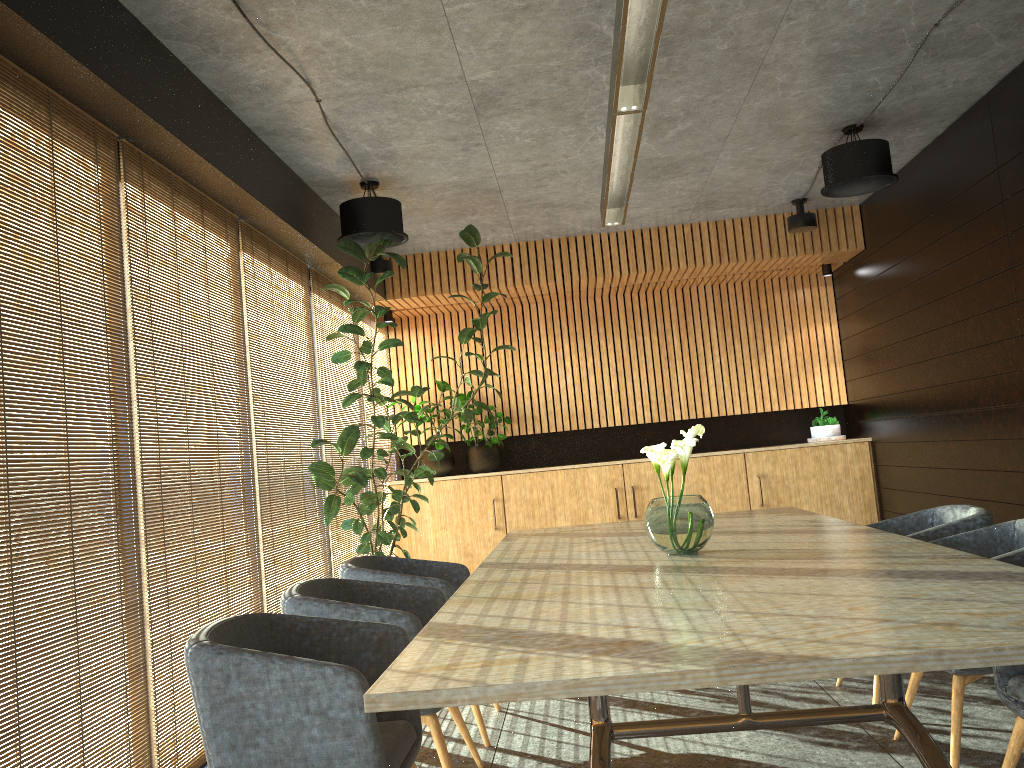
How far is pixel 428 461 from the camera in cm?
927

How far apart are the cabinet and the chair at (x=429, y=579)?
3.89m

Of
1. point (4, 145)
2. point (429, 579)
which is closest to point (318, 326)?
point (429, 579)

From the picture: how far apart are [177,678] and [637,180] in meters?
4.9 m

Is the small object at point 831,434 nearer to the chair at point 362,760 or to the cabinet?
the cabinet

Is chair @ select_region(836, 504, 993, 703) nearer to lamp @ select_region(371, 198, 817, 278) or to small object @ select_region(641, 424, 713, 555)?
small object @ select_region(641, 424, 713, 555)

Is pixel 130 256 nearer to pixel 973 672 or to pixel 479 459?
pixel 973 672

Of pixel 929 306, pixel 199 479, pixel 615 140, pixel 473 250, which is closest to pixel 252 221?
pixel 199 479

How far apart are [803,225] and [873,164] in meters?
2.0

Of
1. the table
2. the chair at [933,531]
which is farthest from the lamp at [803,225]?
the chair at [933,531]
